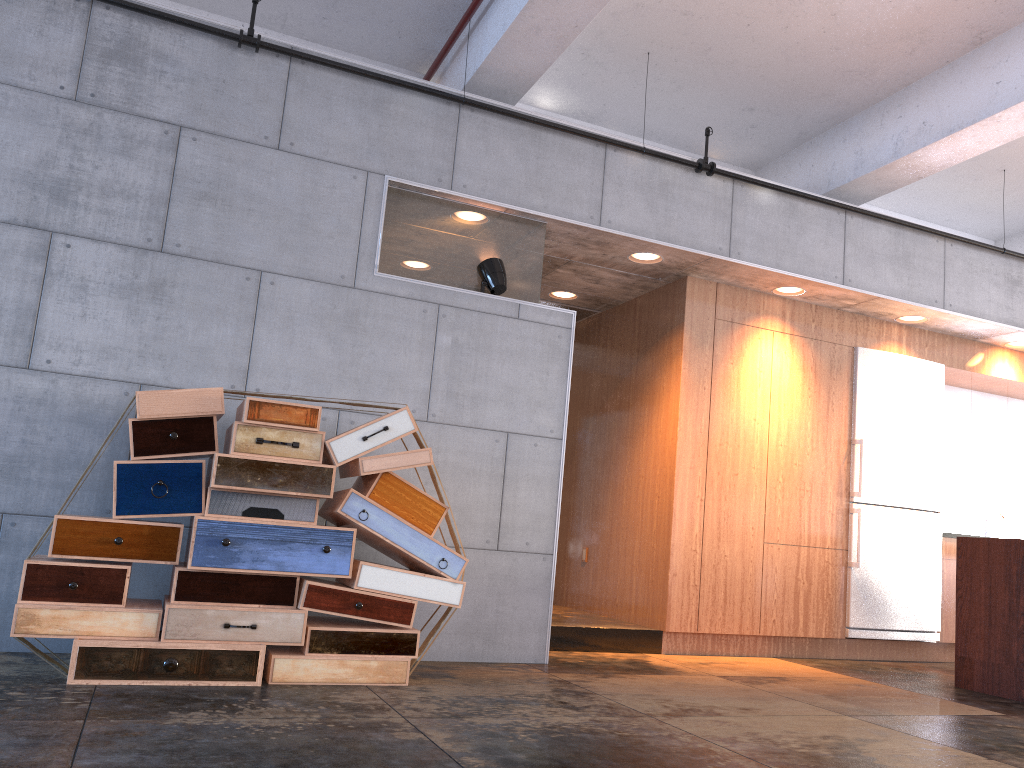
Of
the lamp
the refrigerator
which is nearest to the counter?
the refrigerator

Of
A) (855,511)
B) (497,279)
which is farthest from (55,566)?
(855,511)

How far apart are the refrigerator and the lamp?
3.2 meters

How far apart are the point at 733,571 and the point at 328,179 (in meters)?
3.84

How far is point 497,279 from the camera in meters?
5.4 m

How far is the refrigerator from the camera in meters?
6.7 m

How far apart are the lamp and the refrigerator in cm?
319

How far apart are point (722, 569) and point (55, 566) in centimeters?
431cm

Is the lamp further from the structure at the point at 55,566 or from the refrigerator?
the refrigerator

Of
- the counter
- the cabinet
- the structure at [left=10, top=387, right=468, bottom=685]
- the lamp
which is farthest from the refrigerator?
the structure at [left=10, top=387, right=468, bottom=685]
